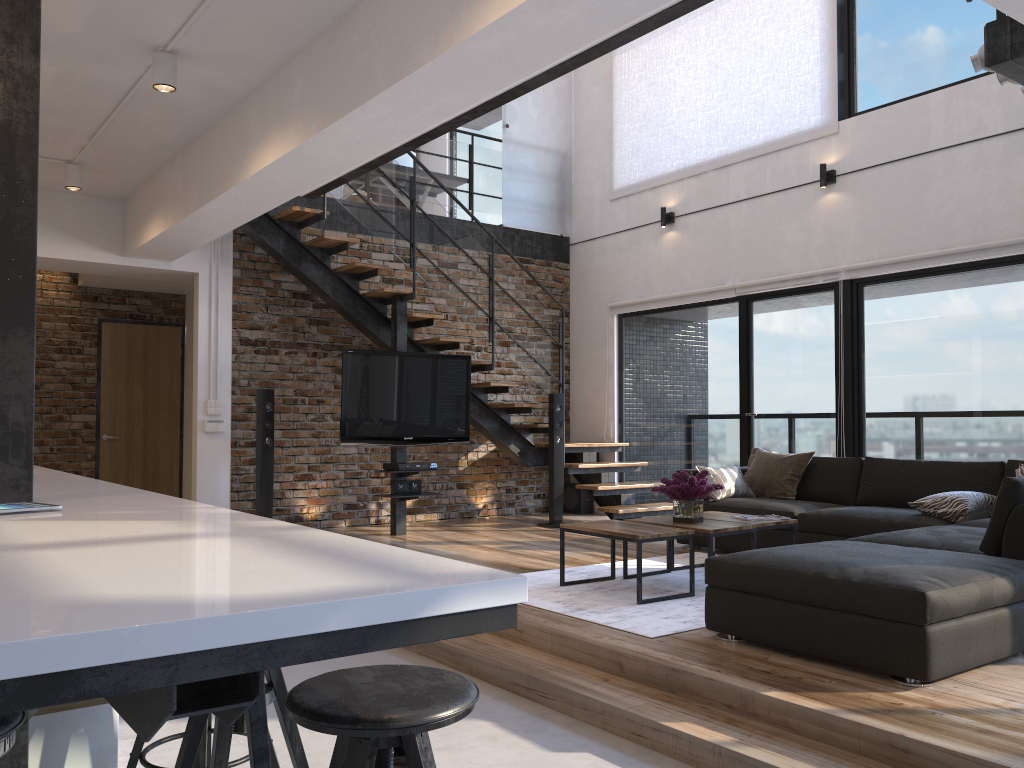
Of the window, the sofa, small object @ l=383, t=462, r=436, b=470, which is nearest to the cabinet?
the sofa

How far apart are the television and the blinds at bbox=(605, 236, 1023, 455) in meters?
2.0

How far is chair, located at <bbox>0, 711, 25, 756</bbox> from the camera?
1.41m

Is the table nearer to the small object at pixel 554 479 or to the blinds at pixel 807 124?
the small object at pixel 554 479

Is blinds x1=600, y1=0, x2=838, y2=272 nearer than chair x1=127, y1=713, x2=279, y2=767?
No

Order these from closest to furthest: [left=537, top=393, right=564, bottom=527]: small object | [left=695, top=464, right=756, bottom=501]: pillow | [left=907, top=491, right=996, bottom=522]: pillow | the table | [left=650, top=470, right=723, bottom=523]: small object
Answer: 1. the table
2. [left=650, top=470, right=723, bottom=523]: small object
3. [left=907, top=491, right=996, bottom=522]: pillow
4. [left=695, top=464, right=756, bottom=501]: pillow
5. [left=537, top=393, right=564, bottom=527]: small object

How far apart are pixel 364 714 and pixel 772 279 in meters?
6.6

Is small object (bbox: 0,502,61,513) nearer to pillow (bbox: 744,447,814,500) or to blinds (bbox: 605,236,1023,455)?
pillow (bbox: 744,447,814,500)

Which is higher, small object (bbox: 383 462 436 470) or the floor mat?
small object (bbox: 383 462 436 470)

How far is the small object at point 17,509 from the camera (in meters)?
2.04
